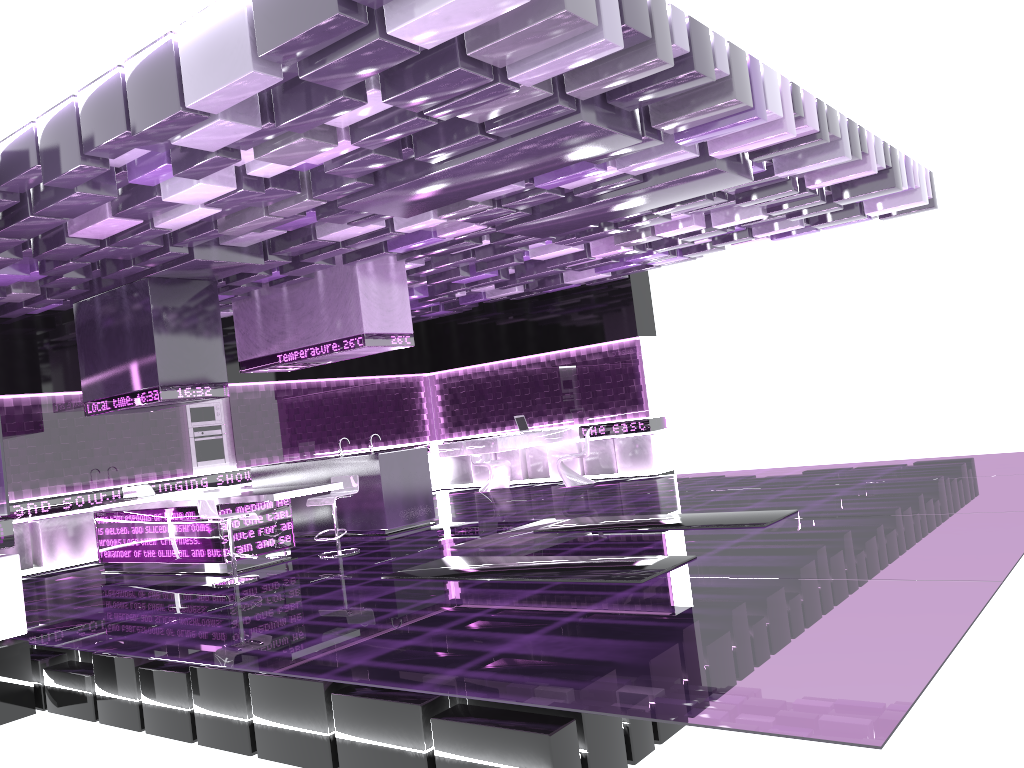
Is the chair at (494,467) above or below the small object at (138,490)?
below

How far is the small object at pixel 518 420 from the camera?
13.8 meters

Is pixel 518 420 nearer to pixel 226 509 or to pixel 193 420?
pixel 193 420

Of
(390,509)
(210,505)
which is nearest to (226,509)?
(210,505)

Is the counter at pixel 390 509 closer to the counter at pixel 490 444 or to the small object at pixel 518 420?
the counter at pixel 490 444

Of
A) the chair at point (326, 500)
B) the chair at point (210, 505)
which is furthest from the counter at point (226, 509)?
the chair at point (326, 500)

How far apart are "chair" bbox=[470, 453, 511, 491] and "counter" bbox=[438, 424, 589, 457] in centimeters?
113cm

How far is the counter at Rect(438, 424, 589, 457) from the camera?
12.7m

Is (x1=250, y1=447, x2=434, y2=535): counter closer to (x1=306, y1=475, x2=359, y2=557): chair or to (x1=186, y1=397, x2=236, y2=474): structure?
(x1=306, y1=475, x2=359, y2=557): chair

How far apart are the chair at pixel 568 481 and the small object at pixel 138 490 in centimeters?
595cm
